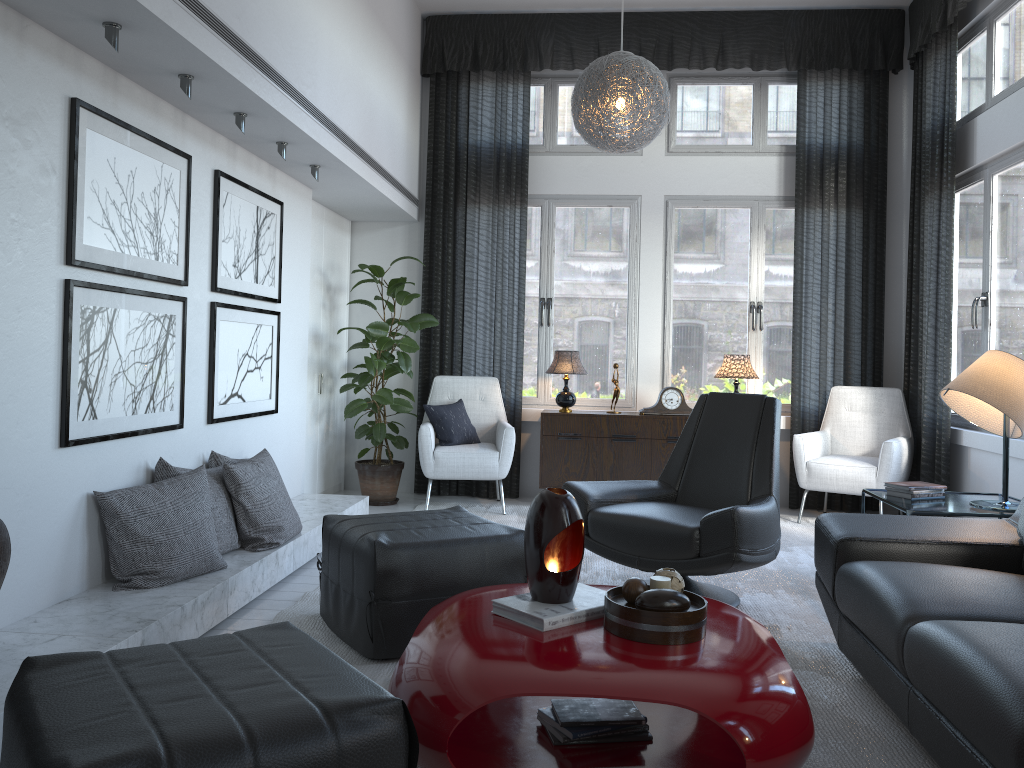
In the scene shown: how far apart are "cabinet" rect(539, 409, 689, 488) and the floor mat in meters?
0.2 m

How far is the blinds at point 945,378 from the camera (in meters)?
5.02

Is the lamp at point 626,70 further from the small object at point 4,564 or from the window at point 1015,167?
the small object at point 4,564

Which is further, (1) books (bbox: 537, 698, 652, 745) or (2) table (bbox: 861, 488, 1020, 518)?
(2) table (bbox: 861, 488, 1020, 518)

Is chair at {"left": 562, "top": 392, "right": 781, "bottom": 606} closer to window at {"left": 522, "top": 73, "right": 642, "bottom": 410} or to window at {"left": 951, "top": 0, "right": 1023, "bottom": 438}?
window at {"left": 951, "top": 0, "right": 1023, "bottom": 438}

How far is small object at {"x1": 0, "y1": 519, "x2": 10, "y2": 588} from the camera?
2.2m

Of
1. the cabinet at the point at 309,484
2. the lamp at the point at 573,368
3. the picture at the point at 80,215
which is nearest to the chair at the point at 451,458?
the lamp at the point at 573,368

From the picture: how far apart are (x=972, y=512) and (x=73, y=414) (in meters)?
3.20

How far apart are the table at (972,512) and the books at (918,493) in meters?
0.0

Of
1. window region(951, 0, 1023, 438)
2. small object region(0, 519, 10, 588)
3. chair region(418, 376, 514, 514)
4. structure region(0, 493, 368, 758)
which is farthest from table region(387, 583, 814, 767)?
window region(951, 0, 1023, 438)
